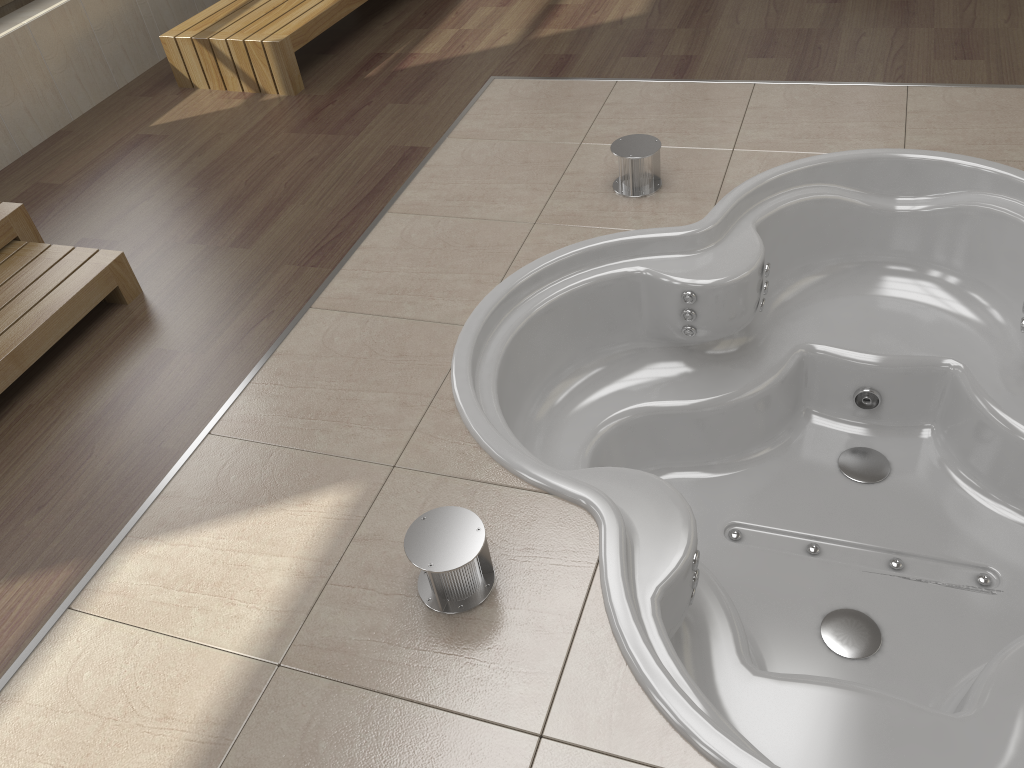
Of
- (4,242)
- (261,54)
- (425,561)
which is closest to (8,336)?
(4,242)

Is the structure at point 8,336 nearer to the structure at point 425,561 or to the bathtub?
the bathtub

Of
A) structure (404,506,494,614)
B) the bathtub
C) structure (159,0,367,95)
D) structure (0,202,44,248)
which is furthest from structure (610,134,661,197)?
structure (0,202,44,248)

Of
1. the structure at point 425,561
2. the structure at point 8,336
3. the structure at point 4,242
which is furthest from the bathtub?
the structure at point 4,242

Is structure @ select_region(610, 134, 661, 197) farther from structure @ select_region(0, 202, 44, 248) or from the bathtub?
structure @ select_region(0, 202, 44, 248)

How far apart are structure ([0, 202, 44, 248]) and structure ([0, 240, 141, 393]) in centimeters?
2cm

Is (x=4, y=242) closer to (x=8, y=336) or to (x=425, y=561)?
(x=8, y=336)

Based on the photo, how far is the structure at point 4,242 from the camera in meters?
2.6 m

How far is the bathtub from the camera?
1.8m

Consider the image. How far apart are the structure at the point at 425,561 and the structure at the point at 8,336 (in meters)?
1.26
